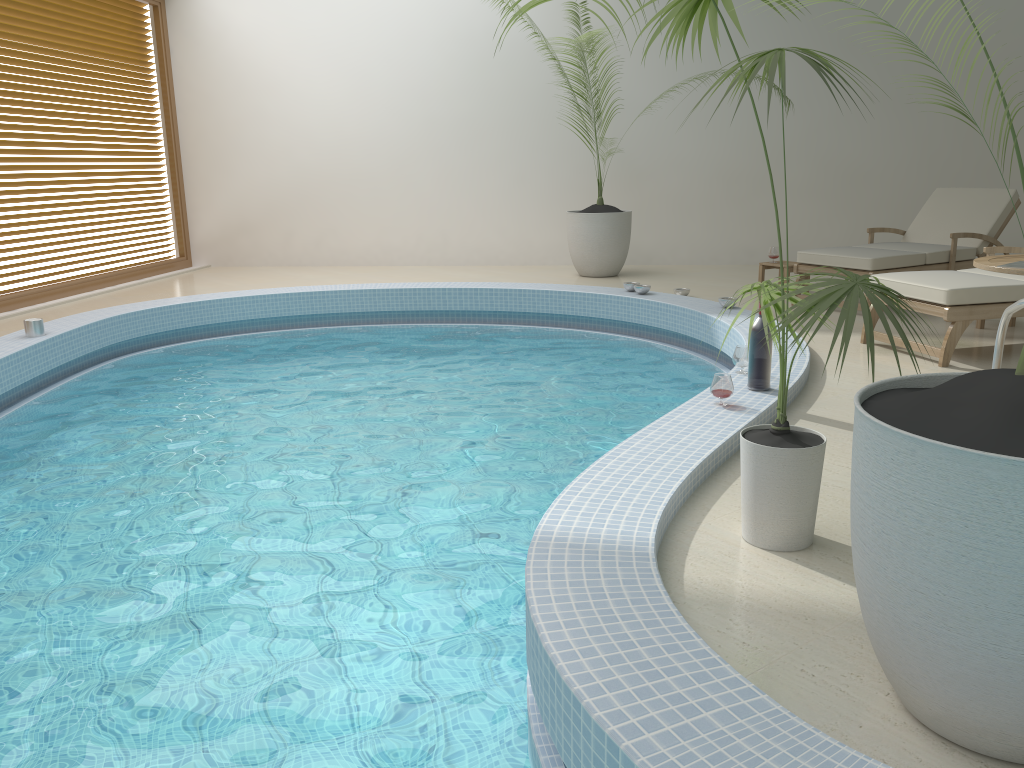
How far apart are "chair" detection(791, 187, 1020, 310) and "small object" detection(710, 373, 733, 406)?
3.1m

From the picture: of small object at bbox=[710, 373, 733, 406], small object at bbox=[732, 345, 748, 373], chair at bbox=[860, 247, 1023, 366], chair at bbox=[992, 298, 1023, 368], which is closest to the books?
chair at bbox=[992, 298, 1023, 368]

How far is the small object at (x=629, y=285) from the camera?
7.29m

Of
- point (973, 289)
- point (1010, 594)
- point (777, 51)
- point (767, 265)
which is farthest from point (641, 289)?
point (1010, 594)

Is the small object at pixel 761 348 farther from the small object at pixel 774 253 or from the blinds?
the blinds

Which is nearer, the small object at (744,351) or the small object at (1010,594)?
the small object at (1010,594)

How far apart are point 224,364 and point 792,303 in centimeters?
467cm

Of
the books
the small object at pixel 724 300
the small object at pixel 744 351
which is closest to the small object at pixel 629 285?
the small object at pixel 724 300

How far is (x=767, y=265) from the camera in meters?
7.6

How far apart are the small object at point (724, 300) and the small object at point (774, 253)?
1.5m
